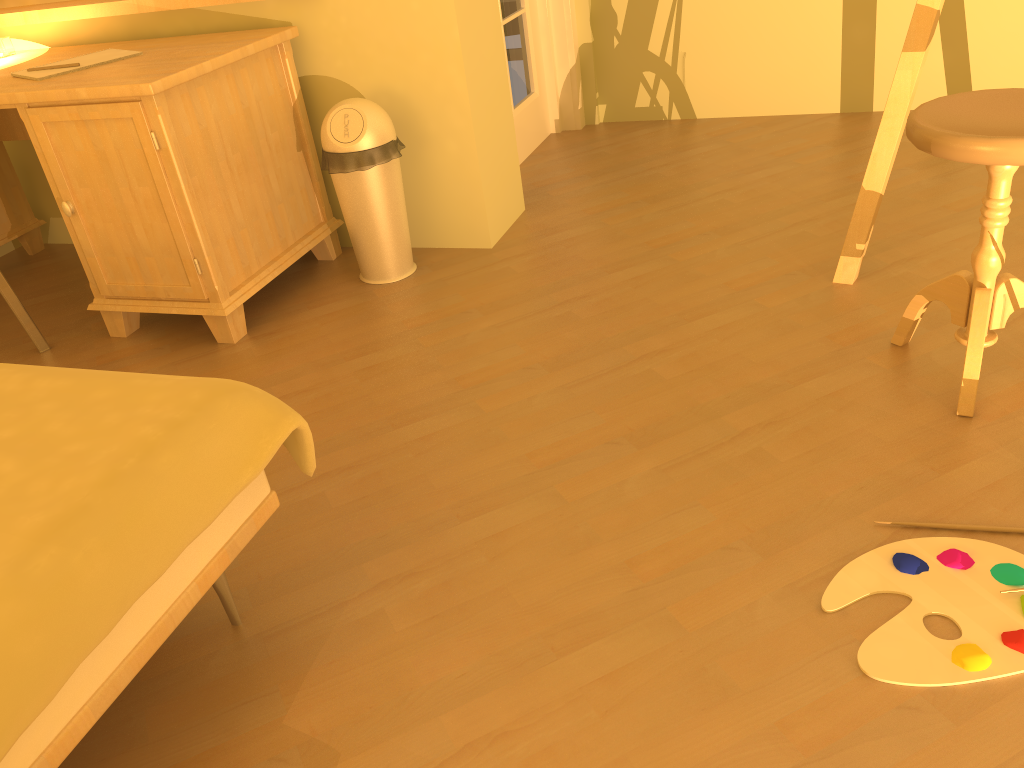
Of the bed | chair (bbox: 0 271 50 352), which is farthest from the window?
the bed

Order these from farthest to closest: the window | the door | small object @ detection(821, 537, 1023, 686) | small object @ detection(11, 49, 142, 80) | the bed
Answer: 1. the door
2. the window
3. small object @ detection(11, 49, 142, 80)
4. small object @ detection(821, 537, 1023, 686)
5. the bed

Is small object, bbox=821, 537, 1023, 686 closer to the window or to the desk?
the desk

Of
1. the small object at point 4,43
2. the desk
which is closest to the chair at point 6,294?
the desk

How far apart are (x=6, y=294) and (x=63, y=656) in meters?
1.8 m

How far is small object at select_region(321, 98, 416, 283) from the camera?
2.5m

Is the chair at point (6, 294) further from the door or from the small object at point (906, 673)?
the small object at point (906, 673)

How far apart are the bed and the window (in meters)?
2.24

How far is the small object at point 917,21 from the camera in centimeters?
202cm

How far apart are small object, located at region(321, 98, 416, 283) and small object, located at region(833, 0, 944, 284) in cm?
124
